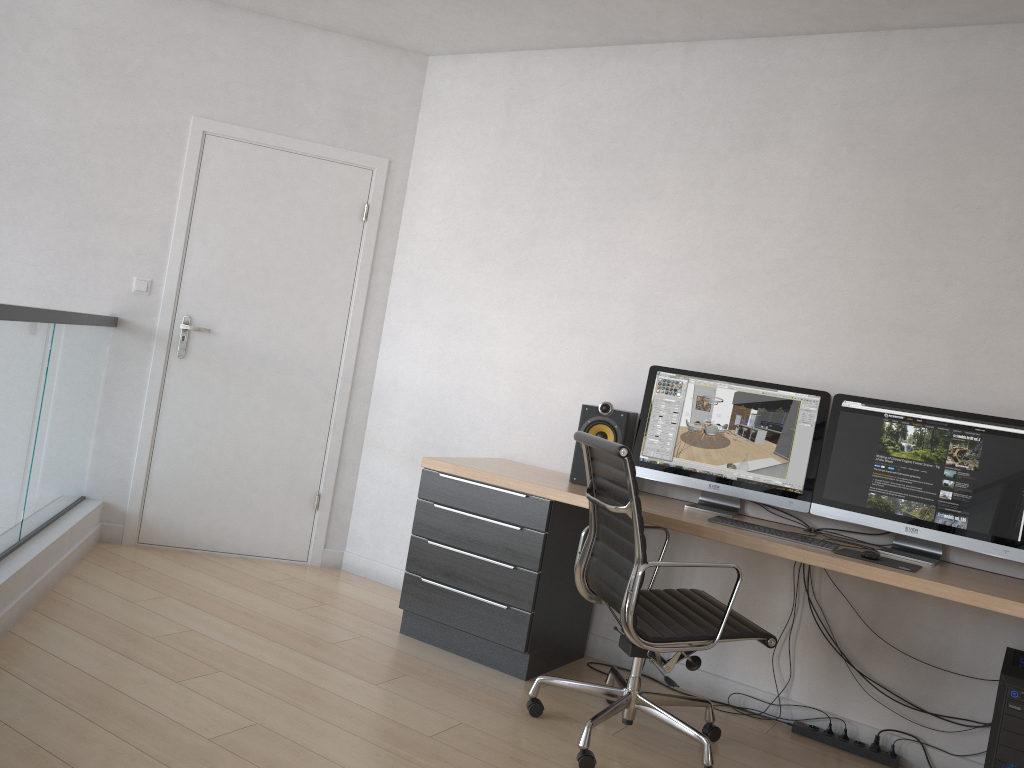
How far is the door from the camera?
4.38m

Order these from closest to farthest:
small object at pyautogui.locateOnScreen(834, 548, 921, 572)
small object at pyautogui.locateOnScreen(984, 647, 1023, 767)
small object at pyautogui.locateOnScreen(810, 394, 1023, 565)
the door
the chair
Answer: small object at pyautogui.locateOnScreen(984, 647, 1023, 767), the chair, small object at pyautogui.locateOnScreen(834, 548, 921, 572), small object at pyautogui.locateOnScreen(810, 394, 1023, 565), the door

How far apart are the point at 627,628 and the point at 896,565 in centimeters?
91cm

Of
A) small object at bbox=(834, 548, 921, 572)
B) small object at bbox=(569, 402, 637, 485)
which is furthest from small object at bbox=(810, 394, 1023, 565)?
small object at bbox=(569, 402, 637, 485)

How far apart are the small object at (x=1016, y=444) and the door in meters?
2.4

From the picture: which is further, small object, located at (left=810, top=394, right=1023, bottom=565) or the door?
the door

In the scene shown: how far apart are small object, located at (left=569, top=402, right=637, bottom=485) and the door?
1.48m

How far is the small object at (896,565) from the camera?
2.8 meters

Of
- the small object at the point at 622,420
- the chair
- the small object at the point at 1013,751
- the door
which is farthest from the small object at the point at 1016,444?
the door

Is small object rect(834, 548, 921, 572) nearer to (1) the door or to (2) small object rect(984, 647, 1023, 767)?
(2) small object rect(984, 647, 1023, 767)
